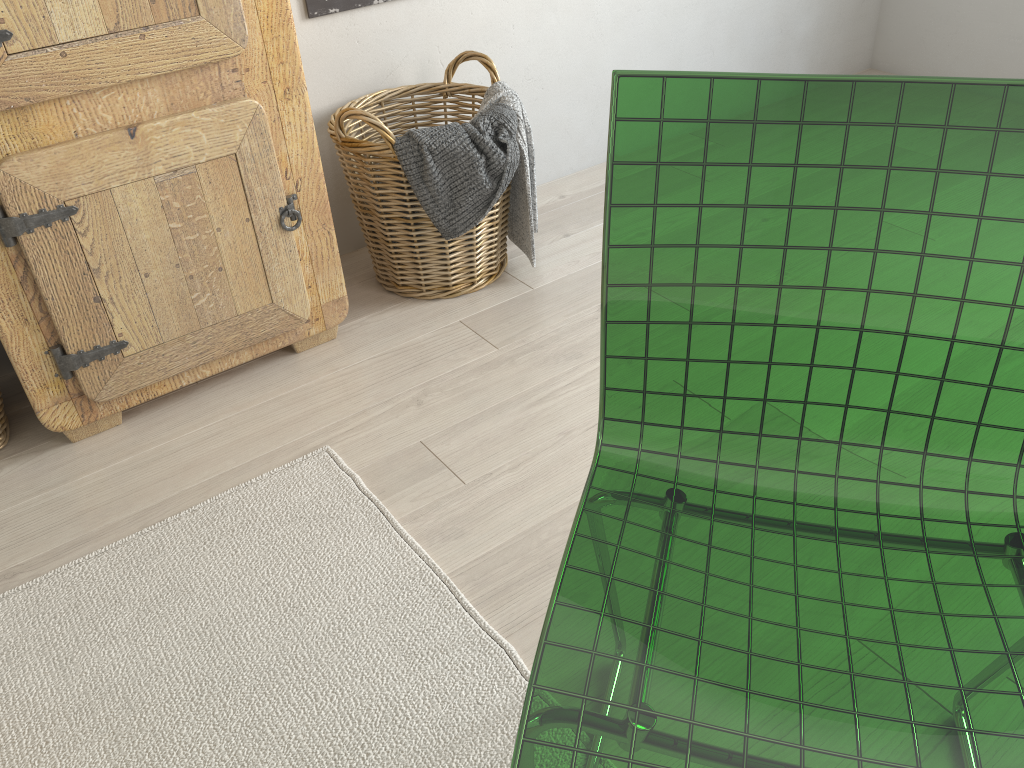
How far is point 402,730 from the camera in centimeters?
106cm

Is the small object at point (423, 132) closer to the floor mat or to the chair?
the floor mat

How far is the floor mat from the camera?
1.1 meters

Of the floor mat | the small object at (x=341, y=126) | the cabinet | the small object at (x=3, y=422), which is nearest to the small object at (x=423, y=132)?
the small object at (x=341, y=126)

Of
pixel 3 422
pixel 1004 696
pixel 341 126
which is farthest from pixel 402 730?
pixel 341 126

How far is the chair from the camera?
0.6m

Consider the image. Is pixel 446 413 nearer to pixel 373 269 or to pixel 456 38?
pixel 373 269

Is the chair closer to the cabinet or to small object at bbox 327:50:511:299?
the cabinet

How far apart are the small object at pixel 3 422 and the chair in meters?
1.2 m

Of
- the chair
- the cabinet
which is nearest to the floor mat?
the cabinet
